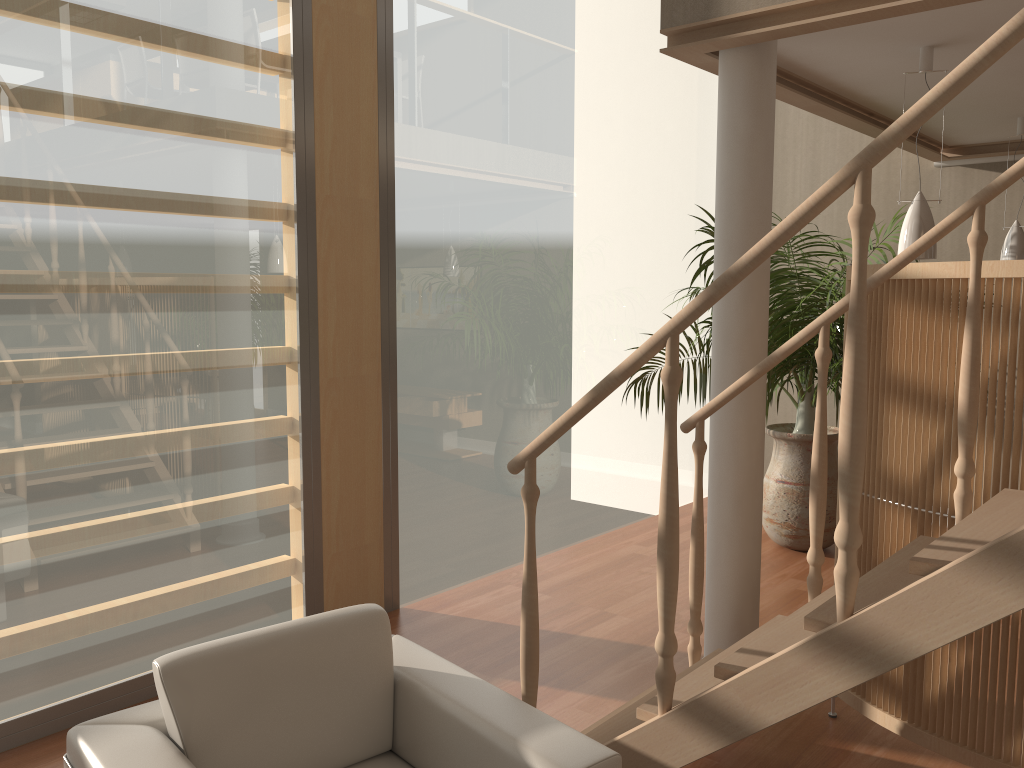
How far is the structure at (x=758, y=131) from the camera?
3.1m

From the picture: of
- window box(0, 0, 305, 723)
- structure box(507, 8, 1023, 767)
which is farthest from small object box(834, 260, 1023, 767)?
window box(0, 0, 305, 723)

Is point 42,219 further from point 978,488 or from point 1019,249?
point 1019,249

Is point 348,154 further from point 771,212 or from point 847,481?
point 847,481

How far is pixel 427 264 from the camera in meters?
4.4 m

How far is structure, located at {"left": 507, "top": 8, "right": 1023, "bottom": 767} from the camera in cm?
166

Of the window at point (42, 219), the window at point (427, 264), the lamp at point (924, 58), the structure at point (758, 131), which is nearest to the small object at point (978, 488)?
the structure at point (758, 131)

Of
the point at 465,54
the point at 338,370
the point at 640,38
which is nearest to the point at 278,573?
the point at 338,370

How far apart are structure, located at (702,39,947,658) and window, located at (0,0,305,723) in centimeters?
175cm

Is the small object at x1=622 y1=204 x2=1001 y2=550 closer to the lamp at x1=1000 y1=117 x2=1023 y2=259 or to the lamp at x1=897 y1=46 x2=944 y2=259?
the lamp at x1=1000 y1=117 x2=1023 y2=259
